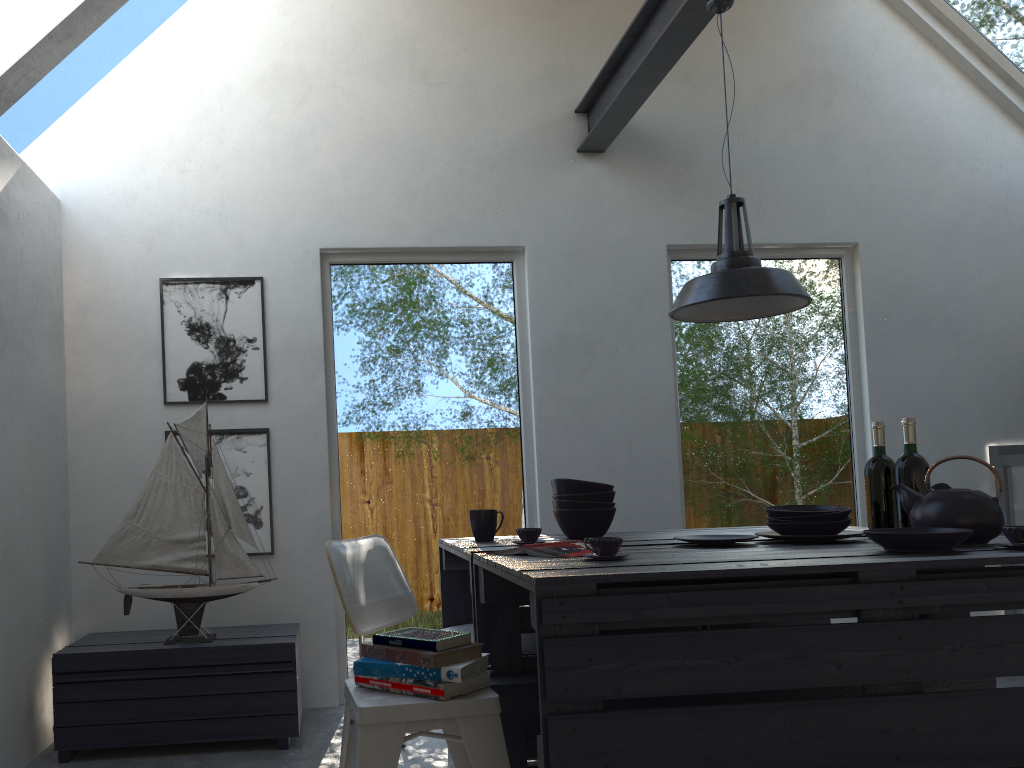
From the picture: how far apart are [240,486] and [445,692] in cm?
221

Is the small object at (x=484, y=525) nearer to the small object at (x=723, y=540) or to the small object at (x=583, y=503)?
the small object at (x=583, y=503)

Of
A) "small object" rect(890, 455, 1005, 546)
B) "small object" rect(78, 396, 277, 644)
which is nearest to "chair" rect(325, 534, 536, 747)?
"small object" rect(78, 396, 277, 644)

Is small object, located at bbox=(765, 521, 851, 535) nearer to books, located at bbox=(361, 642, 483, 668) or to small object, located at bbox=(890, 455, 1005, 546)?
small object, located at bbox=(890, 455, 1005, 546)

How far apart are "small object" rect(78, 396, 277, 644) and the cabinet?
3.6m

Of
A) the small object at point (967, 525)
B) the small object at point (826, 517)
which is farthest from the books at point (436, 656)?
the small object at point (967, 525)

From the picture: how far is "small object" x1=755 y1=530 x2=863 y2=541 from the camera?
2.5m

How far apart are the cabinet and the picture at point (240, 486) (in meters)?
3.60

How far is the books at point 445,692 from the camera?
2.0m

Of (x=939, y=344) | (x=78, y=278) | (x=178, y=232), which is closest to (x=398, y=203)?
(x=178, y=232)
